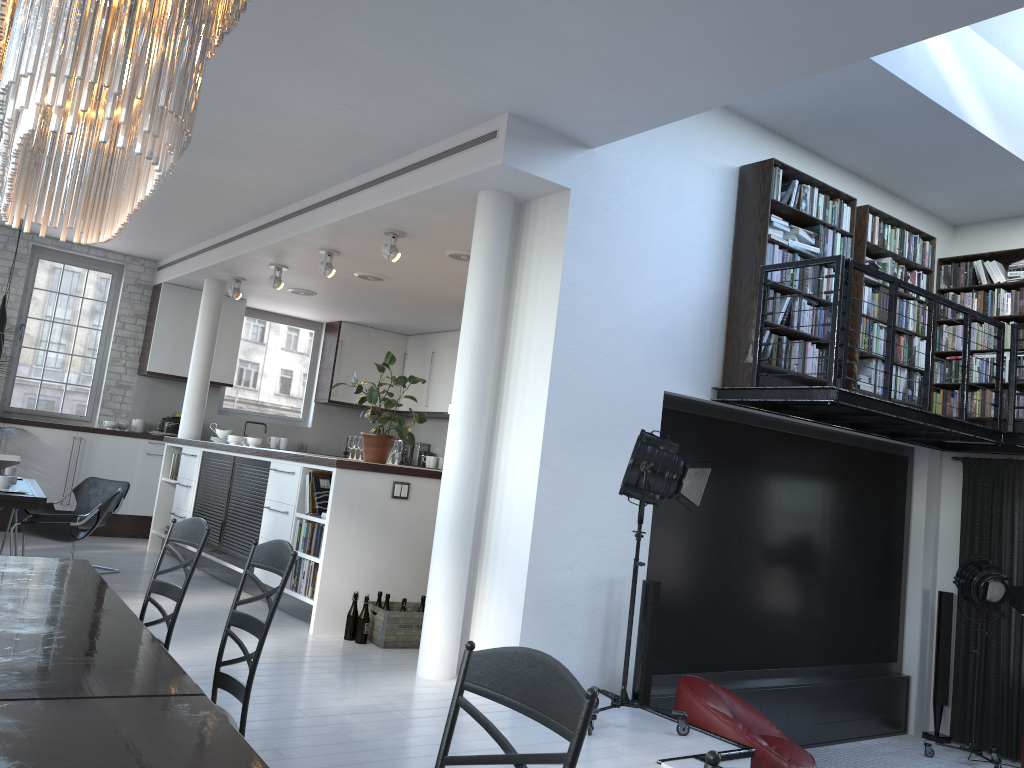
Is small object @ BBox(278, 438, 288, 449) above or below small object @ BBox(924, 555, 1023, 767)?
above

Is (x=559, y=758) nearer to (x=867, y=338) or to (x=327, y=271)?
(x=867, y=338)

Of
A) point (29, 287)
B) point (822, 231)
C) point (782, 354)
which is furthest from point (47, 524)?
point (822, 231)

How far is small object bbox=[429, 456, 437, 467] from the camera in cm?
1182

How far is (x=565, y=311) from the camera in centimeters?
534cm

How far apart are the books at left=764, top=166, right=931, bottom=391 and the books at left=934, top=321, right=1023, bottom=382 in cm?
70

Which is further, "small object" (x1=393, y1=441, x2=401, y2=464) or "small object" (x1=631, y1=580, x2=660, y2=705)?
"small object" (x1=393, y1=441, x2=401, y2=464)

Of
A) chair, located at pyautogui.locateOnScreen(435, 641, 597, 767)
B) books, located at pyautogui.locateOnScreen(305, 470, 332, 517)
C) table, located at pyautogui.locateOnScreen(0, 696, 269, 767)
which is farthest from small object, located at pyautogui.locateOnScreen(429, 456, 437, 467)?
chair, located at pyautogui.locateOnScreen(435, 641, 597, 767)

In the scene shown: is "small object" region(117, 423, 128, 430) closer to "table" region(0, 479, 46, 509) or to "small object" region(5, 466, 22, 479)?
"small object" region(5, 466, 22, 479)

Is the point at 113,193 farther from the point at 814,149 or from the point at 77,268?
the point at 77,268
